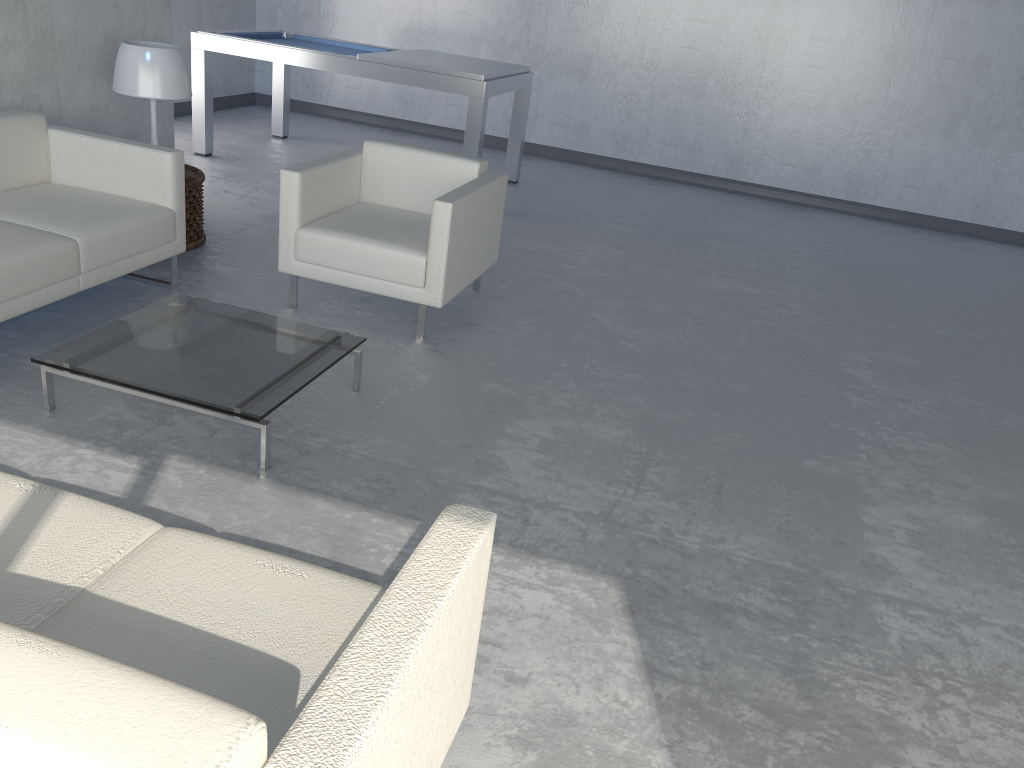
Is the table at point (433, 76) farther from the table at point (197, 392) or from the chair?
the table at point (197, 392)

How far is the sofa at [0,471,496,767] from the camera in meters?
0.9

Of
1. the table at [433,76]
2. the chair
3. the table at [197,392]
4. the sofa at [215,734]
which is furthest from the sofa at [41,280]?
the table at [433,76]

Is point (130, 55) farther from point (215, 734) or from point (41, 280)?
point (215, 734)

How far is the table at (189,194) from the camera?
4.3 meters

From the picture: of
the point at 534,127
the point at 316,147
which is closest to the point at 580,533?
the point at 316,147

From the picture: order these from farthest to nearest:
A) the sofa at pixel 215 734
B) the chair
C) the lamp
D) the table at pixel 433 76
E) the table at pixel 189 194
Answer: the table at pixel 433 76
the table at pixel 189 194
the lamp
the chair
the sofa at pixel 215 734

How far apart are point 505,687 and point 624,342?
2.29m

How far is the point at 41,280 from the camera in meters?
3.1 m

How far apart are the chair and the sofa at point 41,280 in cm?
46
